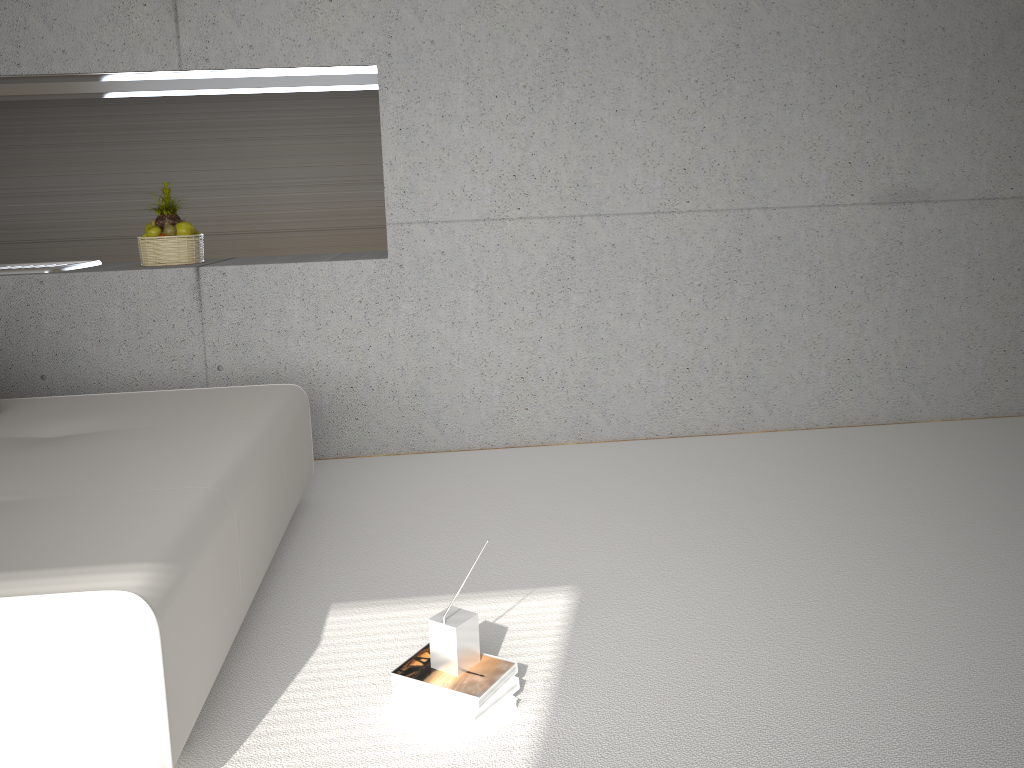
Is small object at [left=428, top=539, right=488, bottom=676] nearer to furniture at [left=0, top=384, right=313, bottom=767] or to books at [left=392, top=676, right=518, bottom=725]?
books at [left=392, top=676, right=518, bottom=725]

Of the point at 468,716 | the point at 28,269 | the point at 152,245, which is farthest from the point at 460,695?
the point at 28,269

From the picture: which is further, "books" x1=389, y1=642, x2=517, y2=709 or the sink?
the sink

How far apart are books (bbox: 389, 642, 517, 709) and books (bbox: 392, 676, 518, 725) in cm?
1

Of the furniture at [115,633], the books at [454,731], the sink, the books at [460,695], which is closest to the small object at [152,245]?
the sink

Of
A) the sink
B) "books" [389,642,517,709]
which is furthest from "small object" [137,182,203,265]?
"books" [389,642,517,709]

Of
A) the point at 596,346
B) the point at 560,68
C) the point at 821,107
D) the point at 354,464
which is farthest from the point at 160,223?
the point at 821,107

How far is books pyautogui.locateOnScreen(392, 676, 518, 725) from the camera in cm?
217

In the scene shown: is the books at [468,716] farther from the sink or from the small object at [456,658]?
the sink

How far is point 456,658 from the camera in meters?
2.2
